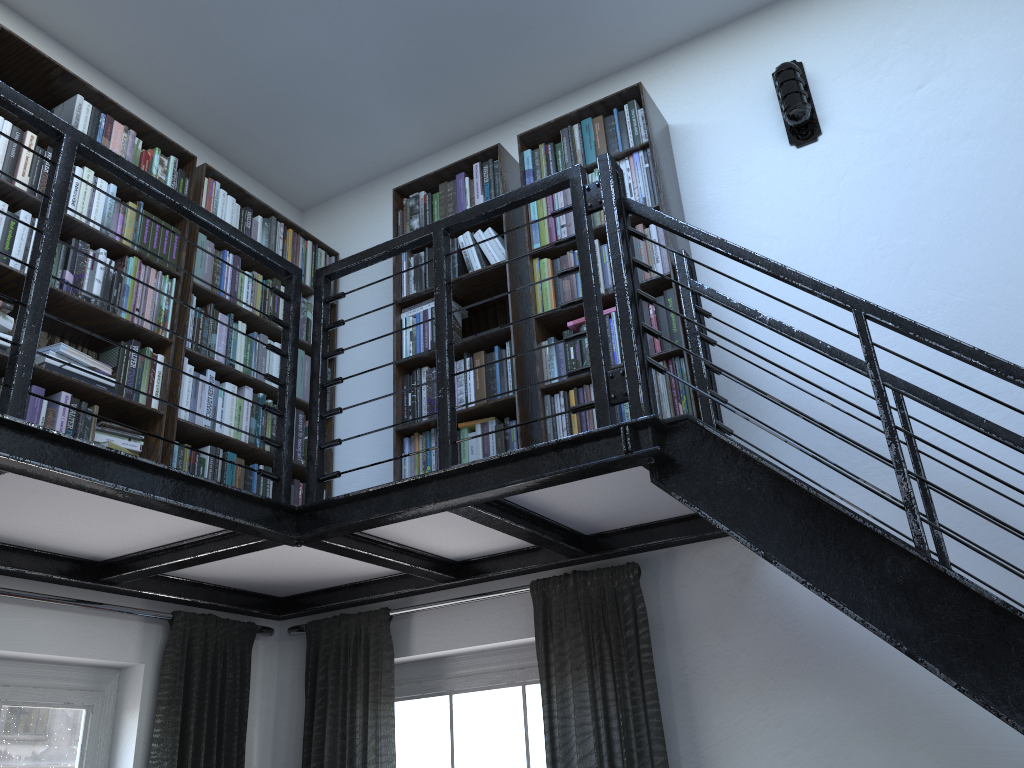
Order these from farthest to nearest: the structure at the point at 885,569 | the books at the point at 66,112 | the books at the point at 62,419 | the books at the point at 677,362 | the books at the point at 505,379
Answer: the books at the point at 505,379 < the books at the point at 66,112 < the books at the point at 677,362 < the books at the point at 62,419 < the structure at the point at 885,569

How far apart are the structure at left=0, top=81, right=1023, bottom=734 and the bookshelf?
0.0 meters

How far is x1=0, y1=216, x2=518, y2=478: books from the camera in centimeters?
281cm

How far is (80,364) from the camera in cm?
296

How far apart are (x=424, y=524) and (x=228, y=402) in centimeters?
111cm

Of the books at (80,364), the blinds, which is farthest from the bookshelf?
the blinds

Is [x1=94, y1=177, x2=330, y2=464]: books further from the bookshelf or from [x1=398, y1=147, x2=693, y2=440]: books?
[x1=398, y1=147, x2=693, y2=440]: books

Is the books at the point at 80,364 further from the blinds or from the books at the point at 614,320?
the blinds

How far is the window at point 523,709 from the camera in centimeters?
324cm

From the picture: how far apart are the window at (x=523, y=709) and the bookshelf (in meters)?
0.76
